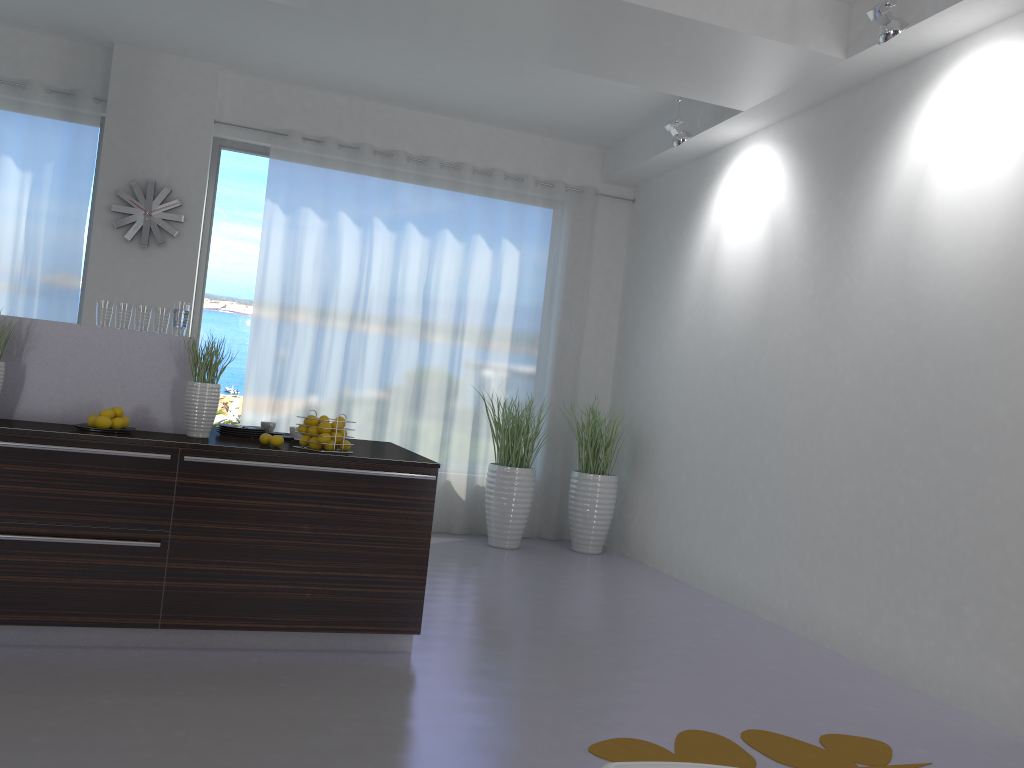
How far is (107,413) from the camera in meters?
3.7 m

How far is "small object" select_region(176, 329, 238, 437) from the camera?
3.9m

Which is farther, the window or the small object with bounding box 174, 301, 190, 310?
the window

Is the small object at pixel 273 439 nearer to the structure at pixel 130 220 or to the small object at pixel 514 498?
the small object at pixel 514 498

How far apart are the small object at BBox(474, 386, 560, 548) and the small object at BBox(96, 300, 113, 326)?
3.5m

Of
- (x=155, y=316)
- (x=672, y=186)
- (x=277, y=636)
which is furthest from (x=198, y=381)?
(x=672, y=186)

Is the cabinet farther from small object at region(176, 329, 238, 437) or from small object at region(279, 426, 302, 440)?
small object at region(279, 426, 302, 440)

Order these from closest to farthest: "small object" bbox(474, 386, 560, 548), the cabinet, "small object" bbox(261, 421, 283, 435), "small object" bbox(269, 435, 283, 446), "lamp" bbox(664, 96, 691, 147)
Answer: the cabinet → "small object" bbox(269, 435, 283, 446) → "small object" bbox(261, 421, 283, 435) → "lamp" bbox(664, 96, 691, 147) → "small object" bbox(474, 386, 560, 548)

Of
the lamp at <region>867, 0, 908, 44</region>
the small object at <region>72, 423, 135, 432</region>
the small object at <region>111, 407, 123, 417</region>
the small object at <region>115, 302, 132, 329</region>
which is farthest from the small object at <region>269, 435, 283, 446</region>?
the lamp at <region>867, 0, 908, 44</region>

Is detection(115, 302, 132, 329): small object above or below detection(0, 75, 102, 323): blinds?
below
